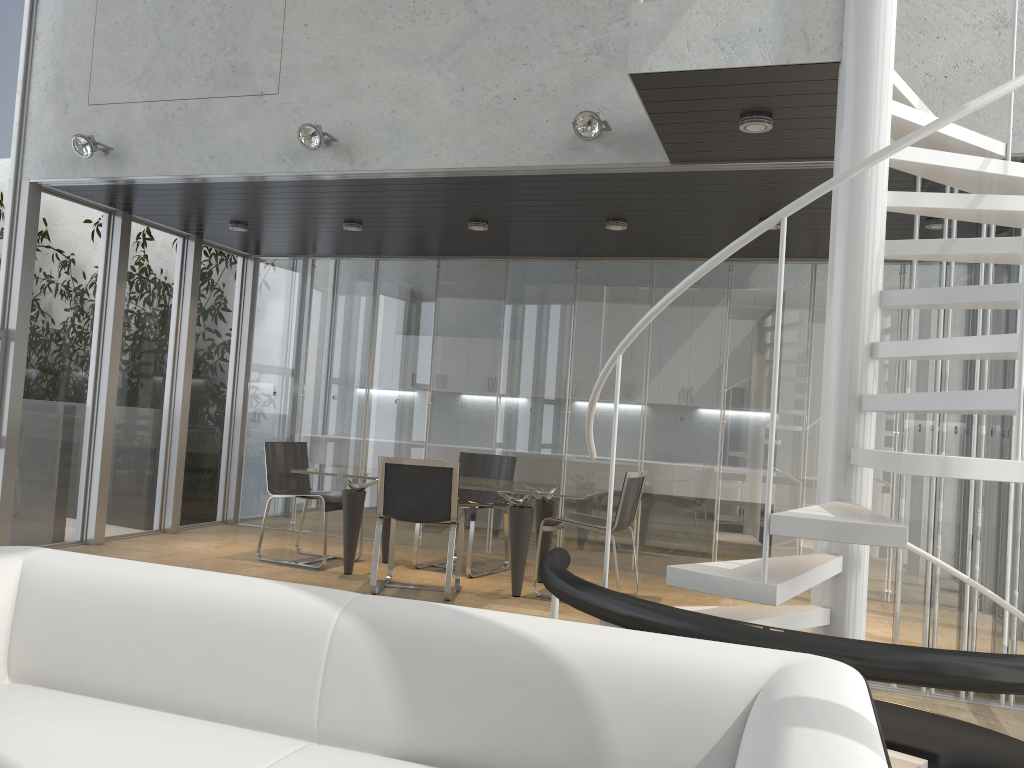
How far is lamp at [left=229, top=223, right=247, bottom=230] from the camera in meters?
7.4 m

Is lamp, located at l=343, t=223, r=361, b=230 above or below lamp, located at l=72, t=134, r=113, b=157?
below

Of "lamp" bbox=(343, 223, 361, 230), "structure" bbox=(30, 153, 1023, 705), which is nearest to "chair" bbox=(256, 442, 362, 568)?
"lamp" bbox=(343, 223, 361, 230)

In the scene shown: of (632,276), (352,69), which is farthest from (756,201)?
(352,69)

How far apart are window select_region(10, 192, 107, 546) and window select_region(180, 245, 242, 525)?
1.3 meters

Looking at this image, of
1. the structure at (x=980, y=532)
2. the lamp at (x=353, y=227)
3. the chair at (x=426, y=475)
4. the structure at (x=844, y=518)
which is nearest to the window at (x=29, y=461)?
the structure at (x=980, y=532)

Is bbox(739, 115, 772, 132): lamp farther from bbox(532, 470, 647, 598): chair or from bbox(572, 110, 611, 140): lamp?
bbox(532, 470, 647, 598): chair

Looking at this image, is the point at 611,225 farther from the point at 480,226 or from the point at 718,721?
the point at 718,721

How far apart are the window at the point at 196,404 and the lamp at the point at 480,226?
3.11m

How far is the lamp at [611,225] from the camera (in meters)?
6.36
